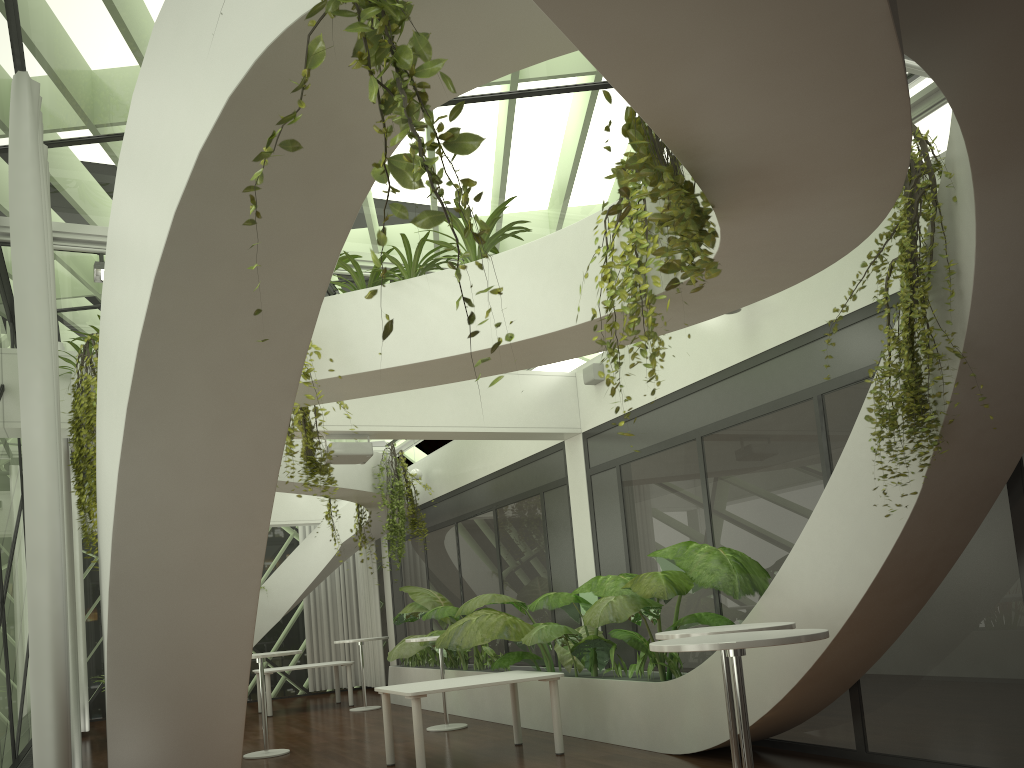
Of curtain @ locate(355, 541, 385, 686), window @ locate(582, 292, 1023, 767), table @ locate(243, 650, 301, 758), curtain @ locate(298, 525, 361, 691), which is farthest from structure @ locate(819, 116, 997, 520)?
curtain @ locate(298, 525, 361, 691)

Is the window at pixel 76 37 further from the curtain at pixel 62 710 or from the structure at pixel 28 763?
the structure at pixel 28 763

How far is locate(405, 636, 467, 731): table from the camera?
9.9 meters

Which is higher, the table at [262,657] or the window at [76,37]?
the window at [76,37]

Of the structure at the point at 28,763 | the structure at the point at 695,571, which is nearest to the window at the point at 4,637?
the structure at the point at 28,763

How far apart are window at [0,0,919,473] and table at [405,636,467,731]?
5.4m

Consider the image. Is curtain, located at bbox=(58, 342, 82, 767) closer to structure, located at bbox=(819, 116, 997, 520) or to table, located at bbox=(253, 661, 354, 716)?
table, located at bbox=(253, 661, 354, 716)

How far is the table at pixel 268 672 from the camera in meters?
13.4

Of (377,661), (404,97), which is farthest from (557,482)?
(404,97)

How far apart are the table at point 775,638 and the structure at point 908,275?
1.3 meters
